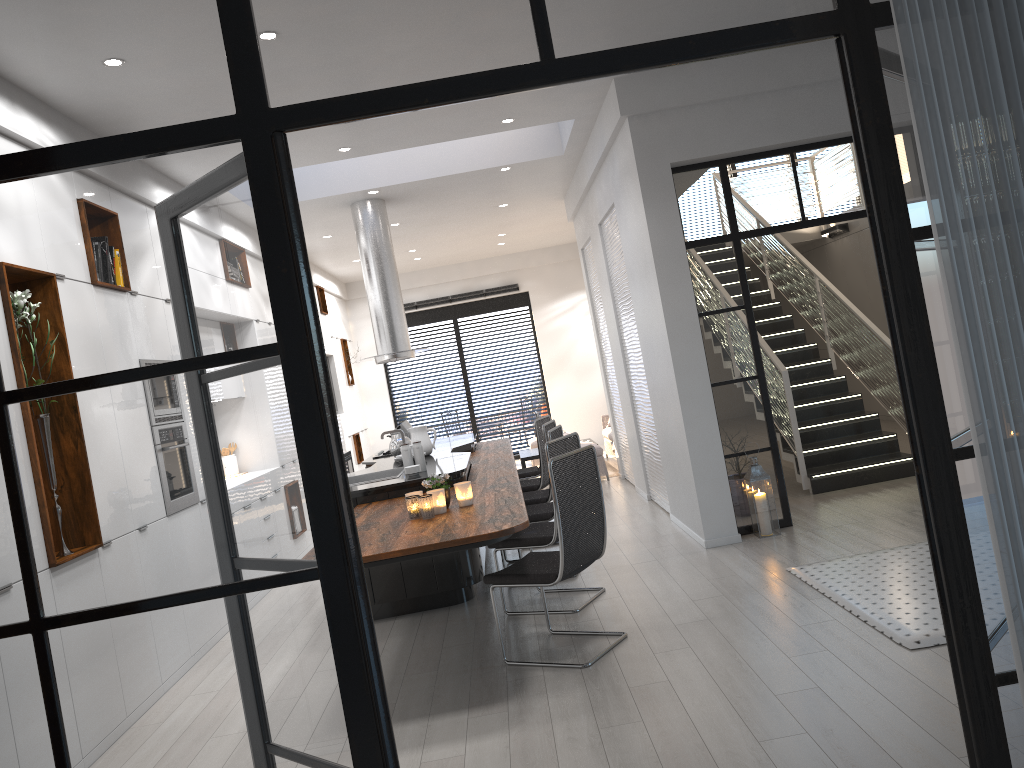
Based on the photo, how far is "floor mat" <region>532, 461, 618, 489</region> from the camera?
10.76m

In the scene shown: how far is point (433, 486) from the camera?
4.8 meters

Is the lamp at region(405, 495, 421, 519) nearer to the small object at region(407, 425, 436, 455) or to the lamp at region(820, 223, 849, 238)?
the small object at region(407, 425, 436, 455)

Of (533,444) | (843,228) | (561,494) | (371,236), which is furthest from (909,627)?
(533,444)

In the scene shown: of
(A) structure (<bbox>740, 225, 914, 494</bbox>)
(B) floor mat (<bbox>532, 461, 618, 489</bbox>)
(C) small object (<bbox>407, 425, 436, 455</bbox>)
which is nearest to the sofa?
(B) floor mat (<bbox>532, 461, 618, 489</bbox>)

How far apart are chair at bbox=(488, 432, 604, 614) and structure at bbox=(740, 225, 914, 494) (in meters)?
2.66

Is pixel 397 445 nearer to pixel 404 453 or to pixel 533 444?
pixel 404 453

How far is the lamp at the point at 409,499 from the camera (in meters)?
4.64

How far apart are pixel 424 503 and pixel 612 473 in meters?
6.4 m

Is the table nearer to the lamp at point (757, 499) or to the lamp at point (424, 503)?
the lamp at point (757, 499)
